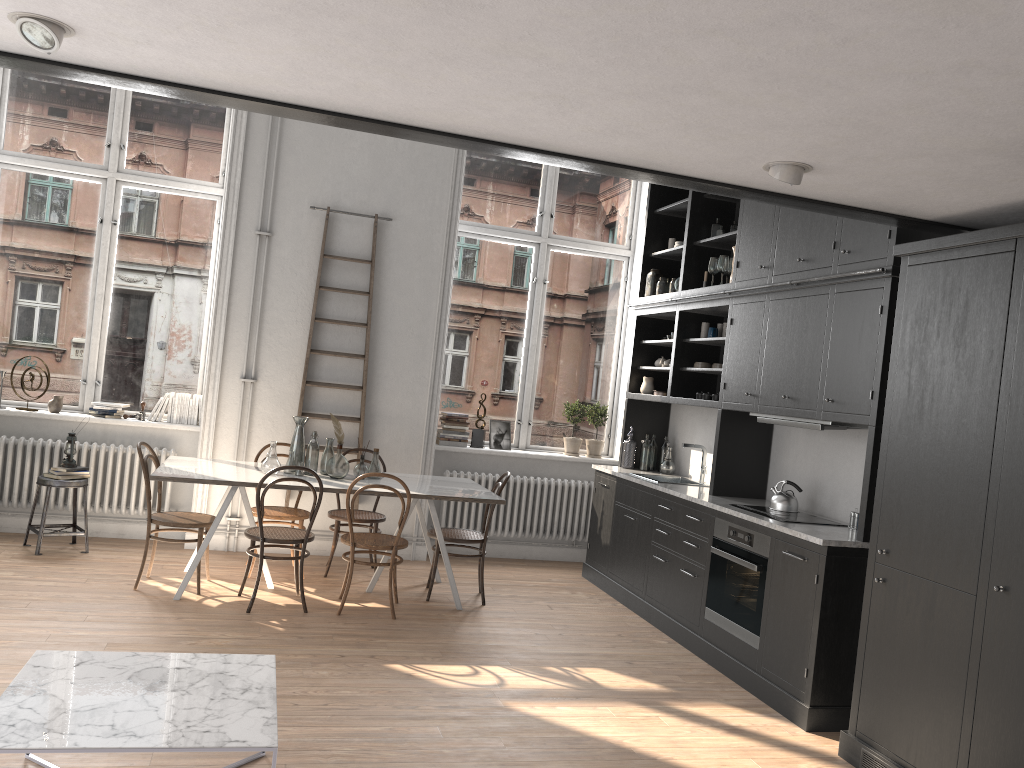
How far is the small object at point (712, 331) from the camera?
6.5 meters

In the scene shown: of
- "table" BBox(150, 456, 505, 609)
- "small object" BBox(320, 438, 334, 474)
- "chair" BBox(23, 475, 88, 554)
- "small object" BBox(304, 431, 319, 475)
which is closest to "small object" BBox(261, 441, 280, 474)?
"table" BBox(150, 456, 505, 609)

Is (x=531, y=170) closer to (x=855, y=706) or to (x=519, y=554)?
(x=519, y=554)

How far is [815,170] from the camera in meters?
3.3

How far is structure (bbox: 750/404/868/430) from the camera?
4.9 meters

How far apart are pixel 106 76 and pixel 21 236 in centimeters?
467cm

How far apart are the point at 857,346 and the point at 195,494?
4.96m

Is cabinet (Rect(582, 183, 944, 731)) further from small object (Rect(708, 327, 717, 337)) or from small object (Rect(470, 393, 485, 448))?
small object (Rect(470, 393, 485, 448))

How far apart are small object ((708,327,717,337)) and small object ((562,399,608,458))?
1.8 meters

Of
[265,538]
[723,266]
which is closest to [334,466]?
[265,538]
